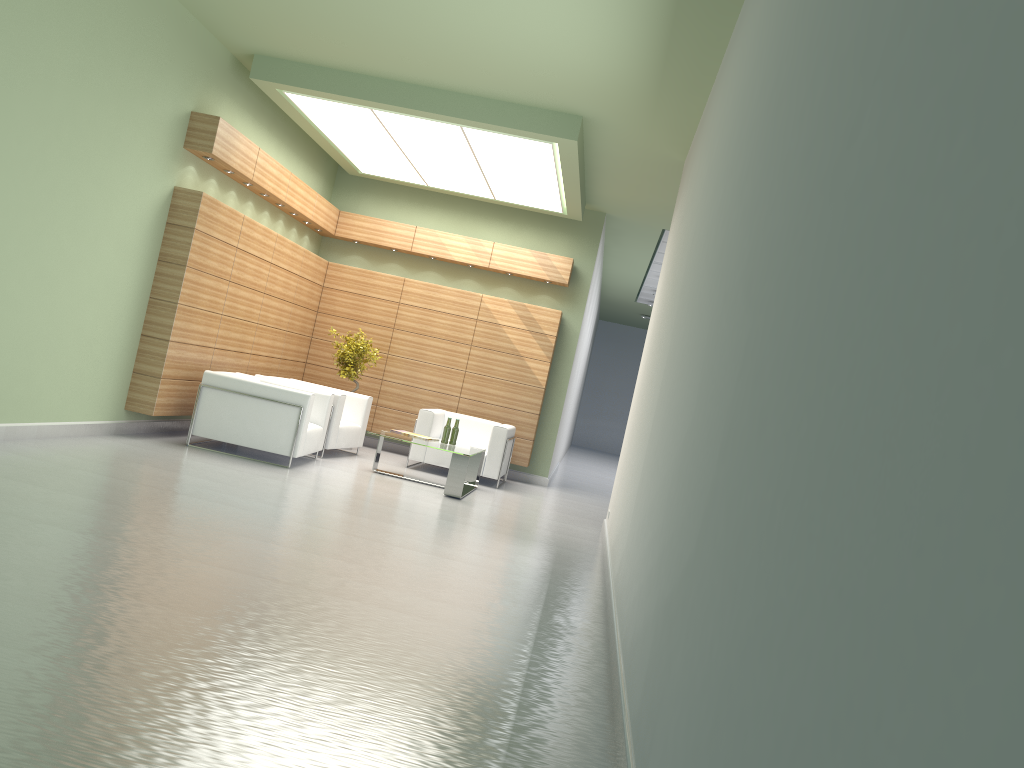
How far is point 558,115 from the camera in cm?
1380

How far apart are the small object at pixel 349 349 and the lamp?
3.7m

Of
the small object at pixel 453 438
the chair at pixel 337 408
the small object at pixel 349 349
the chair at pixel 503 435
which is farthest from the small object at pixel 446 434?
the small object at pixel 349 349

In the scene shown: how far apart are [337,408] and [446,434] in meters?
2.1

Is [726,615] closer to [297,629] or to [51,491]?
[297,629]

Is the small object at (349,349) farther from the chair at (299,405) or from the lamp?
the lamp

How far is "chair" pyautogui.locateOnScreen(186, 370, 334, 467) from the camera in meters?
14.0

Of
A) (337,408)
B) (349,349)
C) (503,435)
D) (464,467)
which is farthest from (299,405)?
(503,435)

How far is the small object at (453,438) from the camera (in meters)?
15.98

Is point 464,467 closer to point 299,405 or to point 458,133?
point 299,405
